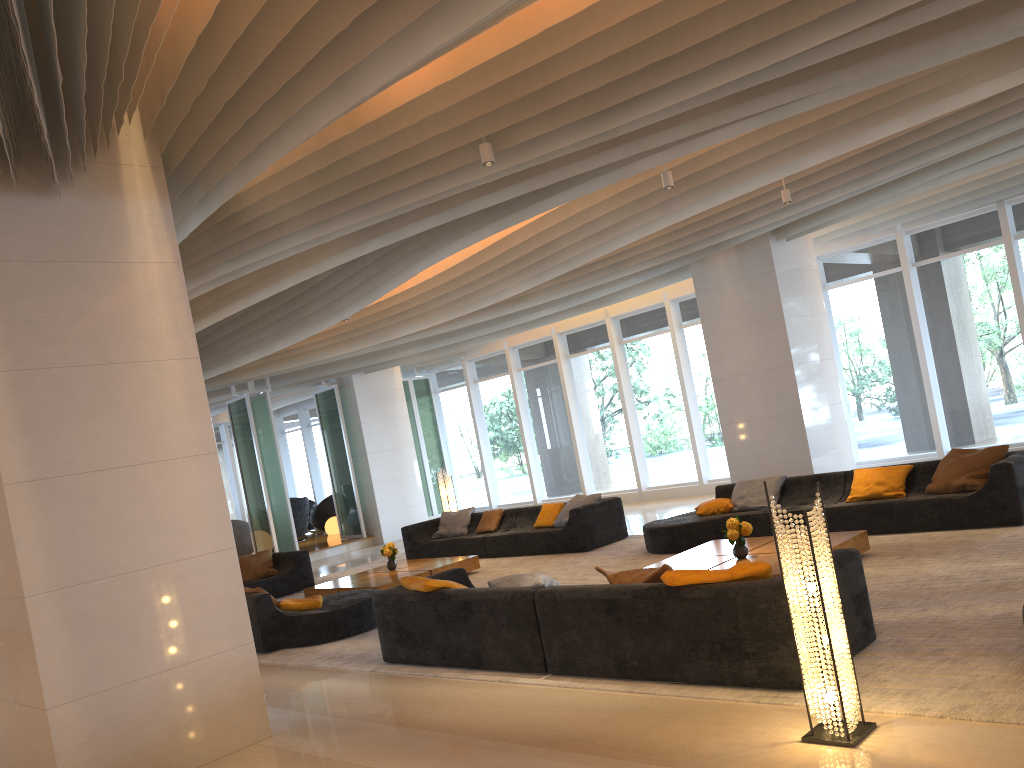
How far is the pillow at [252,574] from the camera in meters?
12.7 m

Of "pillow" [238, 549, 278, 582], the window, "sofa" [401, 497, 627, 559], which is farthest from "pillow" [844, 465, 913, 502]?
"pillow" [238, 549, 278, 582]

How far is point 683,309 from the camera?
15.68m

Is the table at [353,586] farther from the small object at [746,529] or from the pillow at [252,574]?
the small object at [746,529]

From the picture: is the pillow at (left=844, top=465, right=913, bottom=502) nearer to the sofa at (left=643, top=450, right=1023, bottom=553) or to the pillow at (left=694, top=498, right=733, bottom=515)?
the sofa at (left=643, top=450, right=1023, bottom=553)

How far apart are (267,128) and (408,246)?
3.92m

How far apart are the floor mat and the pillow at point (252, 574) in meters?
1.0

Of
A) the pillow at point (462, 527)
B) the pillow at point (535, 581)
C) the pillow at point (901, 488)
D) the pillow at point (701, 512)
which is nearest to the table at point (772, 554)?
the pillow at point (901, 488)

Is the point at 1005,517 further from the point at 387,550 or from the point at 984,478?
the point at 387,550

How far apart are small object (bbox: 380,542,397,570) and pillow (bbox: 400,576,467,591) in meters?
4.4 m
